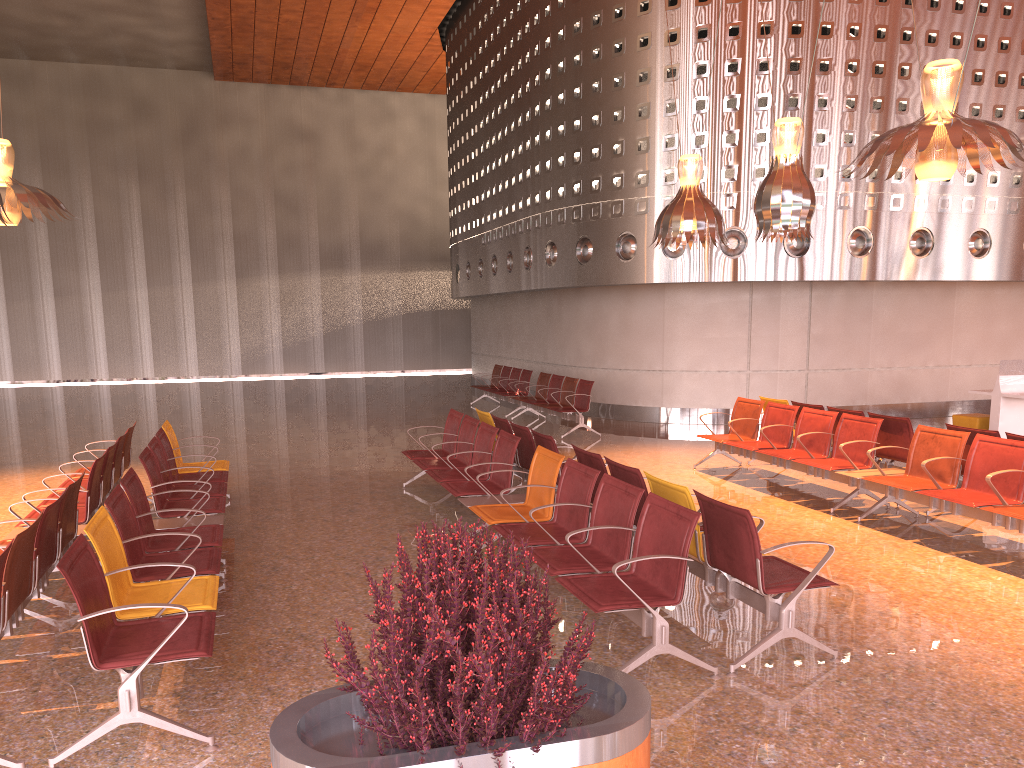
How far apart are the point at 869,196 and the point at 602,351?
5.1m

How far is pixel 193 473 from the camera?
8.3 meters

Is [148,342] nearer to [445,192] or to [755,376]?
[445,192]

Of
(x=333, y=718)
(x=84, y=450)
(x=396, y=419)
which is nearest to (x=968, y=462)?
(x=333, y=718)
